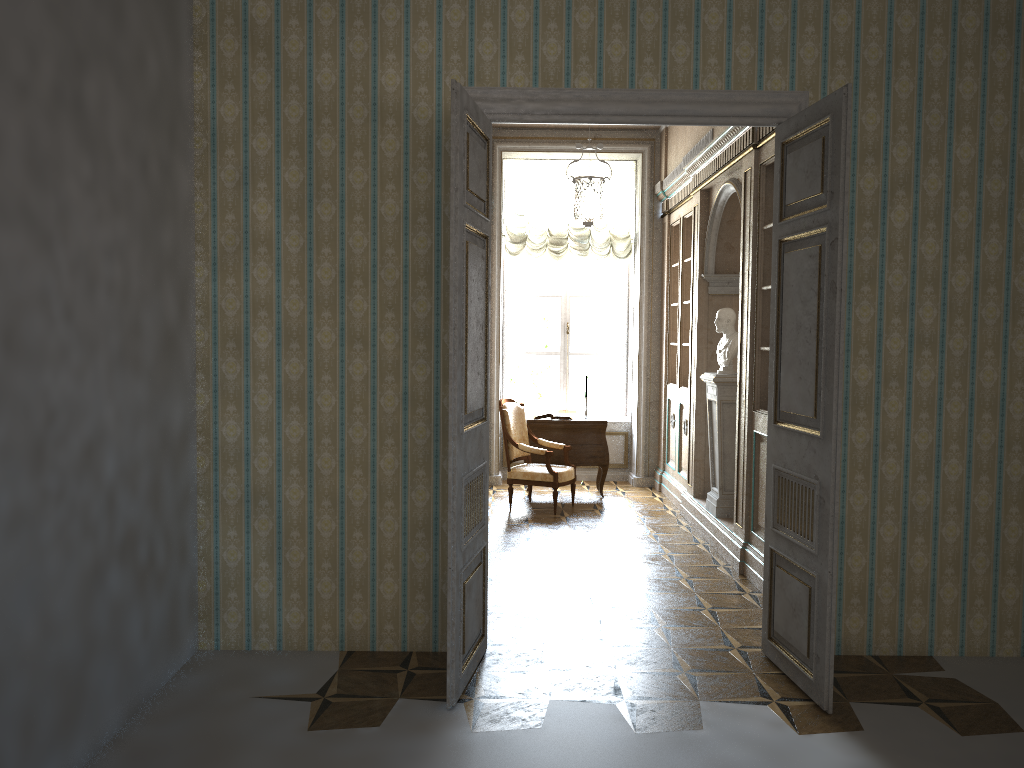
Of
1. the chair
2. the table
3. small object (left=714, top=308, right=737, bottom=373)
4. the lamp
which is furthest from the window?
small object (left=714, top=308, right=737, bottom=373)

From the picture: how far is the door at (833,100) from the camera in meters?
3.7 m

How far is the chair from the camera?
7.99m

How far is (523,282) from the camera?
10.1m

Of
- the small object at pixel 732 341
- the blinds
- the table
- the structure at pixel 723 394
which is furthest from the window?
the small object at pixel 732 341

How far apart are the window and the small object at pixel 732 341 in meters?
3.2

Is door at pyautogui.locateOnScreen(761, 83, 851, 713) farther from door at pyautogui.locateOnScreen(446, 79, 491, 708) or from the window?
the window

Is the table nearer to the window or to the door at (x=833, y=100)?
the window

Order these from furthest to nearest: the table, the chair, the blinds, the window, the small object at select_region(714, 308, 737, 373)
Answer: the window
the blinds
the table
the chair
the small object at select_region(714, 308, 737, 373)

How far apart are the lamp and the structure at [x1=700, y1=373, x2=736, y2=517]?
1.5 meters
